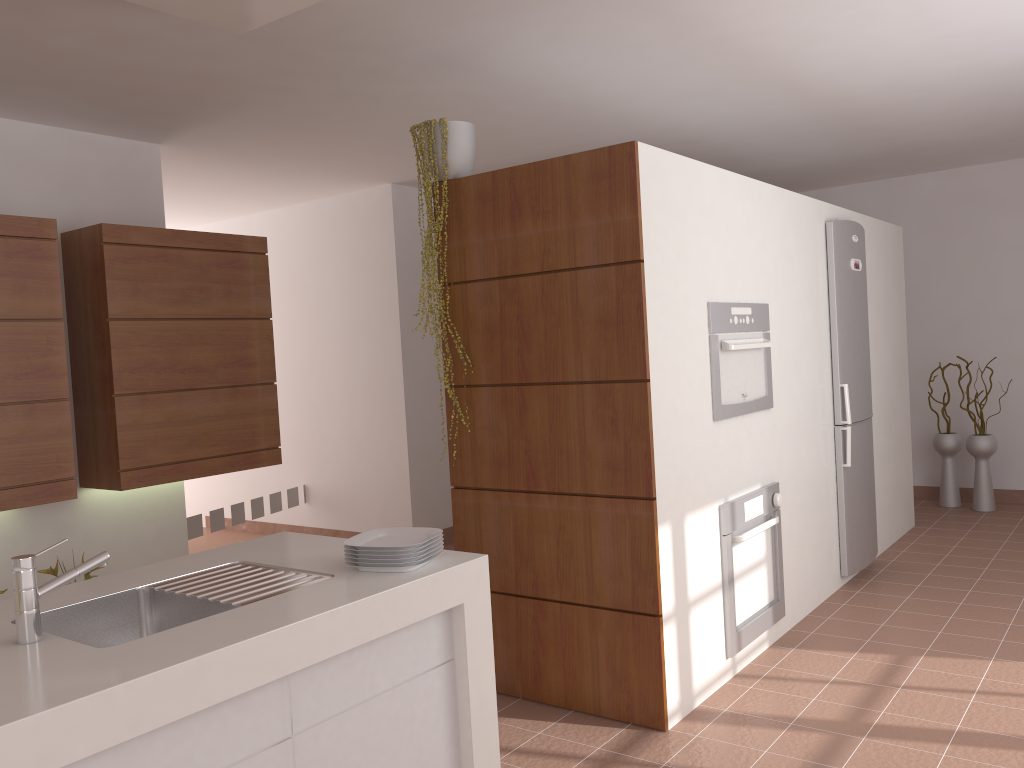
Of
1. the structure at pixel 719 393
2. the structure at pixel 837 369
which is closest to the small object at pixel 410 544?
the structure at pixel 719 393

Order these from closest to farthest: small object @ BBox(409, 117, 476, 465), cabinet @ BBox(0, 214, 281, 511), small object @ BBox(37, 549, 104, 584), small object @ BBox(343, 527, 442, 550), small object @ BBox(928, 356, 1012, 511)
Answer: small object @ BBox(343, 527, 442, 550)
small object @ BBox(409, 117, 476, 465)
cabinet @ BBox(0, 214, 281, 511)
small object @ BBox(37, 549, 104, 584)
small object @ BBox(928, 356, 1012, 511)

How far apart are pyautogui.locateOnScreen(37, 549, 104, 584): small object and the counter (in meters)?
1.83

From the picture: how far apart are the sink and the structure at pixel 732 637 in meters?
1.8 m

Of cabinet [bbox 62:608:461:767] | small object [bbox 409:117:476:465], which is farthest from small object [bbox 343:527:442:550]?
small object [bbox 409:117:476:465]

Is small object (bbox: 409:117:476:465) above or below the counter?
above

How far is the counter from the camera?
1.4m

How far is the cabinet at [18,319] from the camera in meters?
3.7

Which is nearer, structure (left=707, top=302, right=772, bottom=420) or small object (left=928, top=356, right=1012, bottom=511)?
structure (left=707, top=302, right=772, bottom=420)

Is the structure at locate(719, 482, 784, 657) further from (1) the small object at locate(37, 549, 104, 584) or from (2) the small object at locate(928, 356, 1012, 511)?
(2) the small object at locate(928, 356, 1012, 511)
